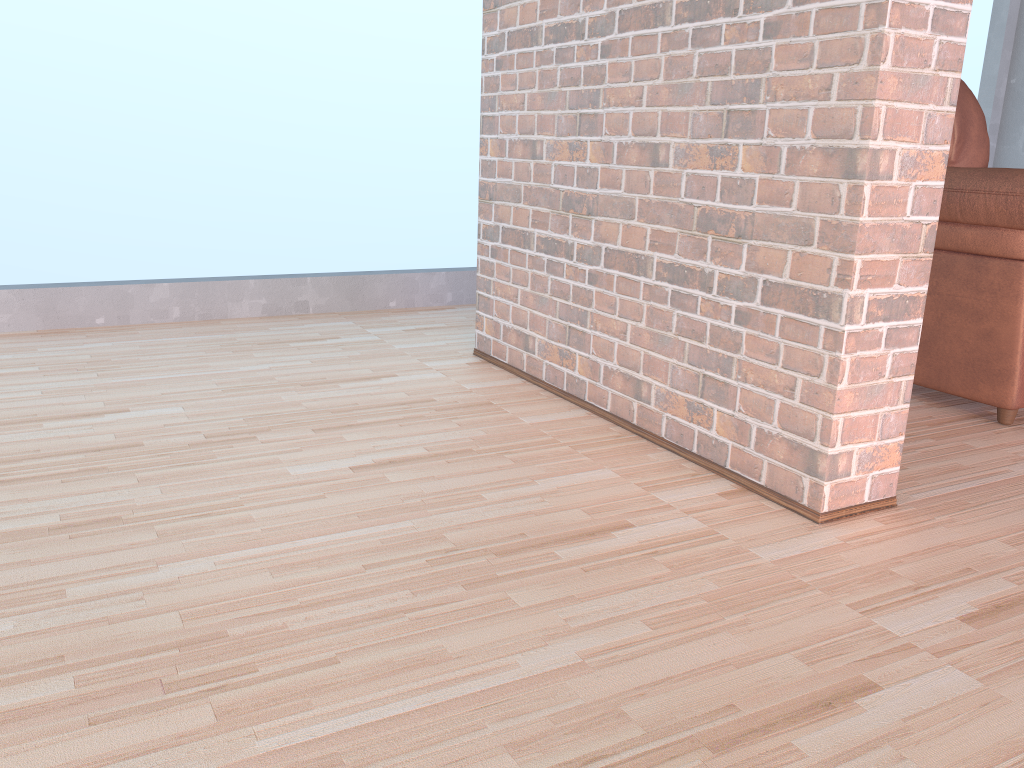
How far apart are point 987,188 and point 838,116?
0.8m

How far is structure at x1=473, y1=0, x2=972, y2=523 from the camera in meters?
1.5 m

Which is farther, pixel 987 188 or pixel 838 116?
pixel 987 188

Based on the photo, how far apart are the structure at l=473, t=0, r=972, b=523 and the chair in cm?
65

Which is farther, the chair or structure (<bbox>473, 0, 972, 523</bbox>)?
the chair

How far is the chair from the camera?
2.1m

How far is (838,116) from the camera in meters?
1.5 m

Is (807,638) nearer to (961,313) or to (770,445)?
(770,445)
